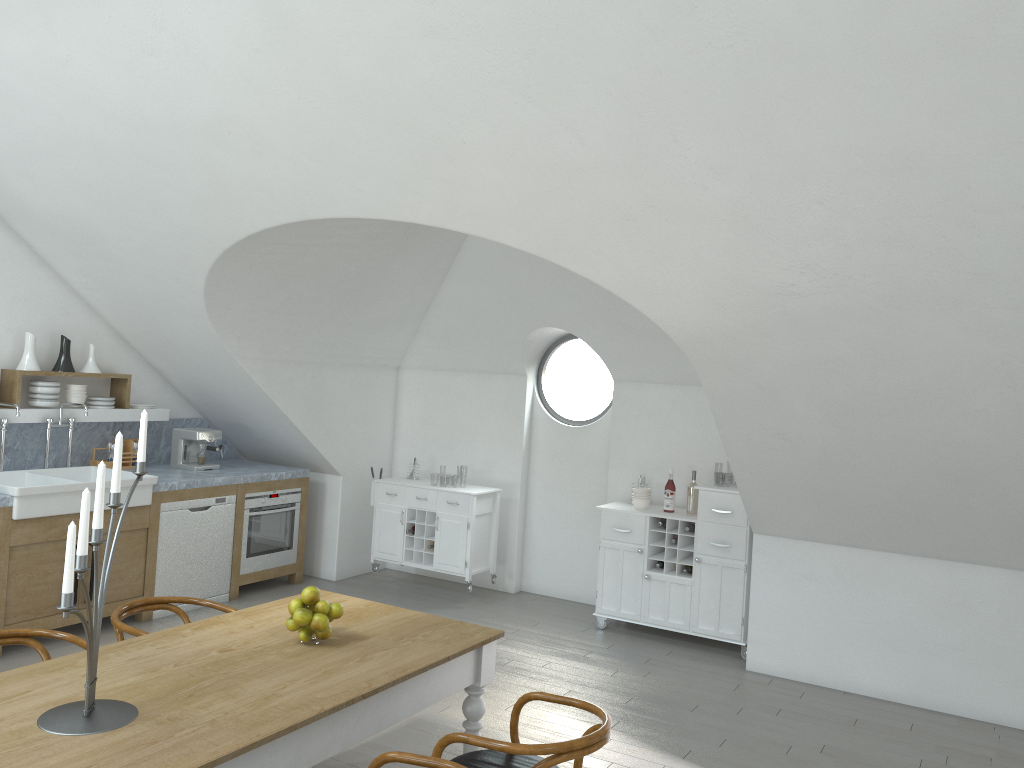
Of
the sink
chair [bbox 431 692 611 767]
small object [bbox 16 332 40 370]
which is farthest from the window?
chair [bbox 431 692 611 767]

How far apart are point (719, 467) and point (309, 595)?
41.9 meters

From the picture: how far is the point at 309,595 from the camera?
3.4m

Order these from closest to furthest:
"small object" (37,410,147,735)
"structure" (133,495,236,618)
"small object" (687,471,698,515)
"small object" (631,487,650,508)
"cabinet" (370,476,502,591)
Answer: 1. "small object" (37,410,147,735)
2. "structure" (133,495,236,618)
3. "small object" (687,471,698,515)
4. "small object" (631,487,650,508)
5. "cabinet" (370,476,502,591)

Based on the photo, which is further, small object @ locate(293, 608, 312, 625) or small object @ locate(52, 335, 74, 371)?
small object @ locate(52, 335, 74, 371)

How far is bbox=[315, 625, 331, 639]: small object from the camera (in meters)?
3.37

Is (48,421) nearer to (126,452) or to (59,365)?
(59,365)

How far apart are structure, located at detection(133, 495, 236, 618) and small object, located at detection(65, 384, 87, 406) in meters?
1.0 m

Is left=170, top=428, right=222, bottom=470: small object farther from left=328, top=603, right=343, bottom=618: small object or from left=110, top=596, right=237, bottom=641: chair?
left=328, top=603, right=343, bottom=618: small object

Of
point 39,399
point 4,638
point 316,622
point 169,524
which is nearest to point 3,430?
point 39,399
